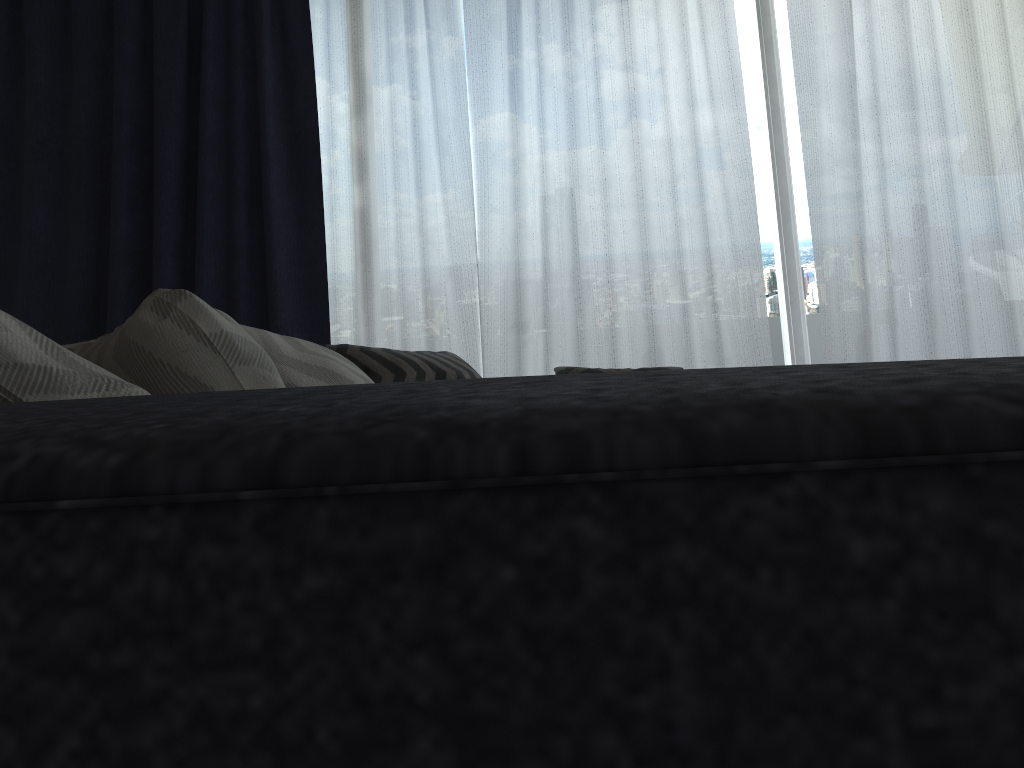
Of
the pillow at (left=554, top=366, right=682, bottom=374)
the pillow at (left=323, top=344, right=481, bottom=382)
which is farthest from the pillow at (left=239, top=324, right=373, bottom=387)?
the pillow at (left=554, top=366, right=682, bottom=374)

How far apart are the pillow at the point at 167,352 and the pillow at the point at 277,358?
0.5m

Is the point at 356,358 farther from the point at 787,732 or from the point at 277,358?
the point at 787,732

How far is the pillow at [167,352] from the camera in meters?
0.8 m

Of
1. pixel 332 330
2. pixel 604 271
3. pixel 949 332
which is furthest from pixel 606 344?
pixel 949 332

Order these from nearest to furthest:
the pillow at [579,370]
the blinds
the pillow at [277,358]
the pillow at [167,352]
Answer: the pillow at [167,352] → the pillow at [277,358] → the pillow at [579,370] → the blinds

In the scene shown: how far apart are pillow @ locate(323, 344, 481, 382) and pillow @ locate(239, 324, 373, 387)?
0.7m

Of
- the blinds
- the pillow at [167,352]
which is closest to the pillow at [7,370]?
the pillow at [167,352]

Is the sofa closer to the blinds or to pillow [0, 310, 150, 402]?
pillow [0, 310, 150, 402]

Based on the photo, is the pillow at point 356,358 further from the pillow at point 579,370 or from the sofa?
the sofa
